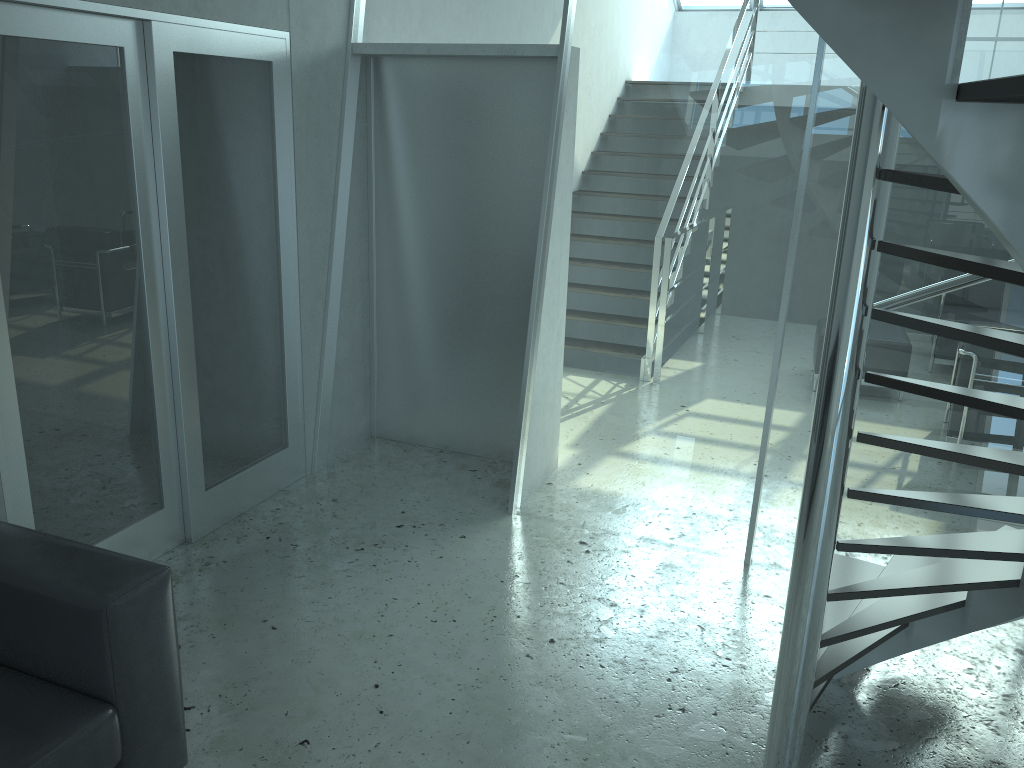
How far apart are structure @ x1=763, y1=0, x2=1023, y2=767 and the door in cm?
247

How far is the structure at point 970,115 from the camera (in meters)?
1.33

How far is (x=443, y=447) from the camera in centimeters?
497cm

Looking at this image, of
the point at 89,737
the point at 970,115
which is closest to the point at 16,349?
the point at 89,737

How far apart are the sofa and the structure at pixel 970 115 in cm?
163

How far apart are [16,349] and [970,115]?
2.9m

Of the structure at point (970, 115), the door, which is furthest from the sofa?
the structure at point (970, 115)

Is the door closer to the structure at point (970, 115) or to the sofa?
the sofa

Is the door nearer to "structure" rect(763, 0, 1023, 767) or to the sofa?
the sofa

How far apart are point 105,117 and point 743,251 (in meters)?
2.52
